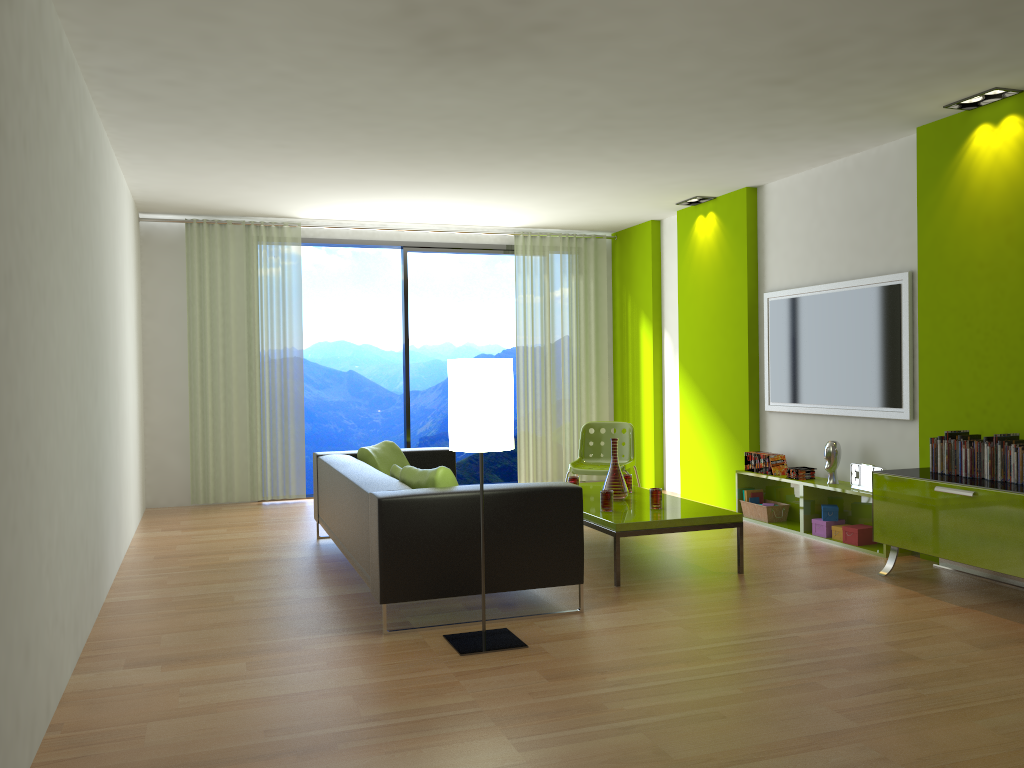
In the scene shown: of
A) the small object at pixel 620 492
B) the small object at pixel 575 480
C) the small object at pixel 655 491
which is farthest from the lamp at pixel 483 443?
the small object at pixel 575 480

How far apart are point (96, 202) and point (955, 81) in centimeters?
452cm

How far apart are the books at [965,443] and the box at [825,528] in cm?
142

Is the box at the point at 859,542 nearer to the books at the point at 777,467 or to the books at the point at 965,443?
the books at the point at 777,467

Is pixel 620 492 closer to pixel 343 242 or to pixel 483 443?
pixel 483 443

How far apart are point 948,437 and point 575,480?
2.3m

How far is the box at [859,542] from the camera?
5.7m

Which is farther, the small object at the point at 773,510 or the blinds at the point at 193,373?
the blinds at the point at 193,373

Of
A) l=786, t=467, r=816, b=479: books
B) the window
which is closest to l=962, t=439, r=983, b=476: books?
l=786, t=467, r=816, b=479: books

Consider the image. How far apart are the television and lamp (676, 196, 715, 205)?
1.18m
